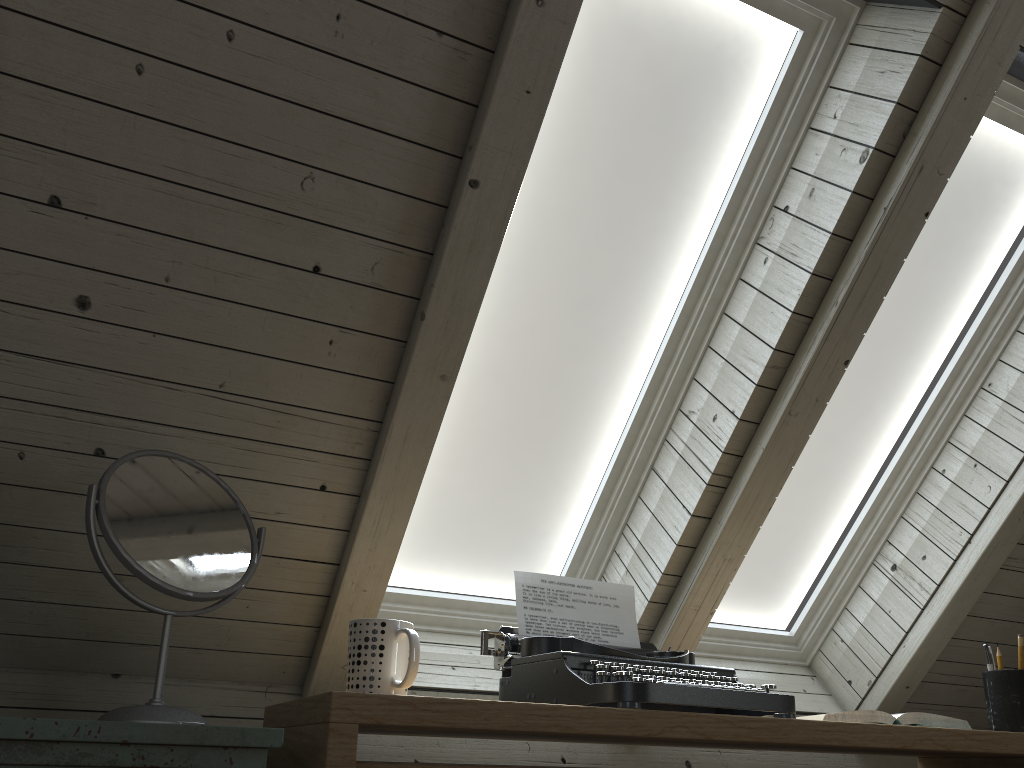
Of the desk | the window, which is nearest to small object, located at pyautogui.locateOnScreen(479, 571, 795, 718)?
the desk

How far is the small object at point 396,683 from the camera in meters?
1.0 m

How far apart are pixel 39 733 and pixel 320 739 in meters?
0.3 m

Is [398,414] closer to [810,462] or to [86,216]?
[86,216]

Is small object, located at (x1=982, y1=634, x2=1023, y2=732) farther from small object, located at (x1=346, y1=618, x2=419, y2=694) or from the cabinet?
the cabinet

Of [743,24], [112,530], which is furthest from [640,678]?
[743,24]

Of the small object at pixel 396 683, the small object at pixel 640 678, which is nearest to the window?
the small object at pixel 640 678

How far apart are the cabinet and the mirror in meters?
0.1 m

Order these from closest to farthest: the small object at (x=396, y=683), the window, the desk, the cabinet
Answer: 1. the cabinet
2. the desk
3. the small object at (x=396, y=683)
4. the window

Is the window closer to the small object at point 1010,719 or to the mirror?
the small object at point 1010,719
